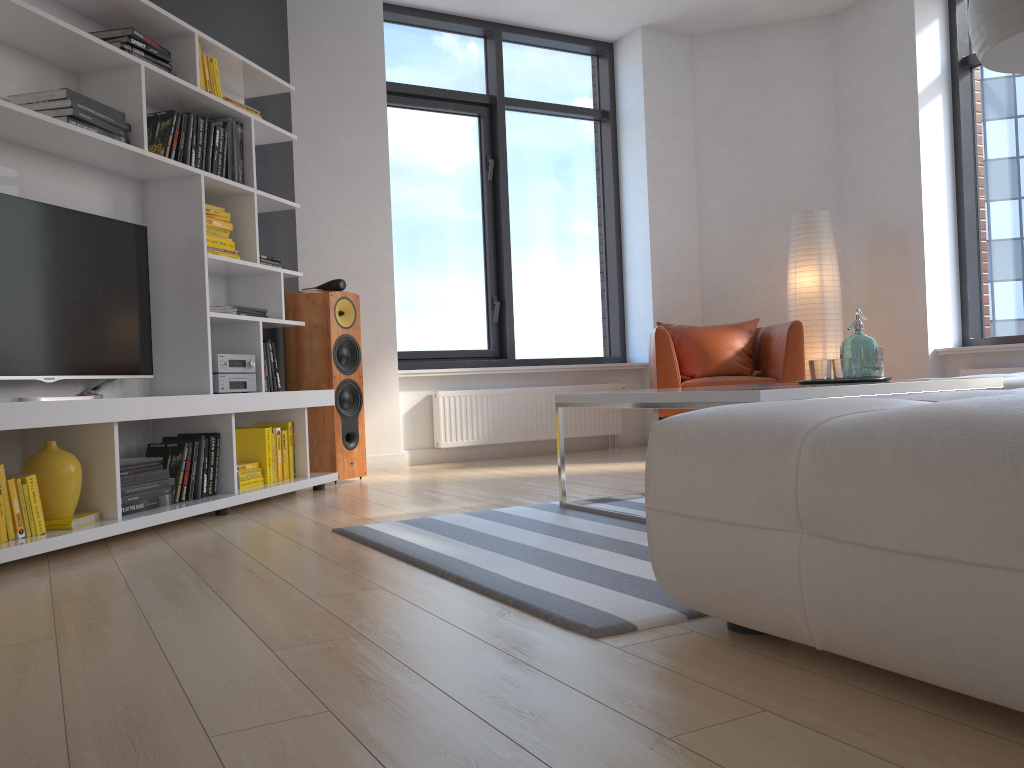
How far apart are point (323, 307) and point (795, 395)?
2.8 meters

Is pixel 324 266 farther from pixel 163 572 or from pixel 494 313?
pixel 163 572

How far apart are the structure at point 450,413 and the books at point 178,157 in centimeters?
233cm

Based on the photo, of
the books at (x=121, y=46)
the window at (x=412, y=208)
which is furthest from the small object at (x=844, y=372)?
the window at (x=412, y=208)

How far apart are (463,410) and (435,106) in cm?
209

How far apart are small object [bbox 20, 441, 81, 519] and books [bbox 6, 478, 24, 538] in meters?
0.2

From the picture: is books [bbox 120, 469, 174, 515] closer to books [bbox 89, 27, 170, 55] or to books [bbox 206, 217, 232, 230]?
books [bbox 206, 217, 232, 230]

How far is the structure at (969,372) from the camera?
5.49m

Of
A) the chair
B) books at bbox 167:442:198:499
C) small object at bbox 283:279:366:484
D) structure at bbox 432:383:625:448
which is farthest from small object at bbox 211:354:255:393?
the chair

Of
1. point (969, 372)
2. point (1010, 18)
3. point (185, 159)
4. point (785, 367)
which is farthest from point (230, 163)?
point (969, 372)
